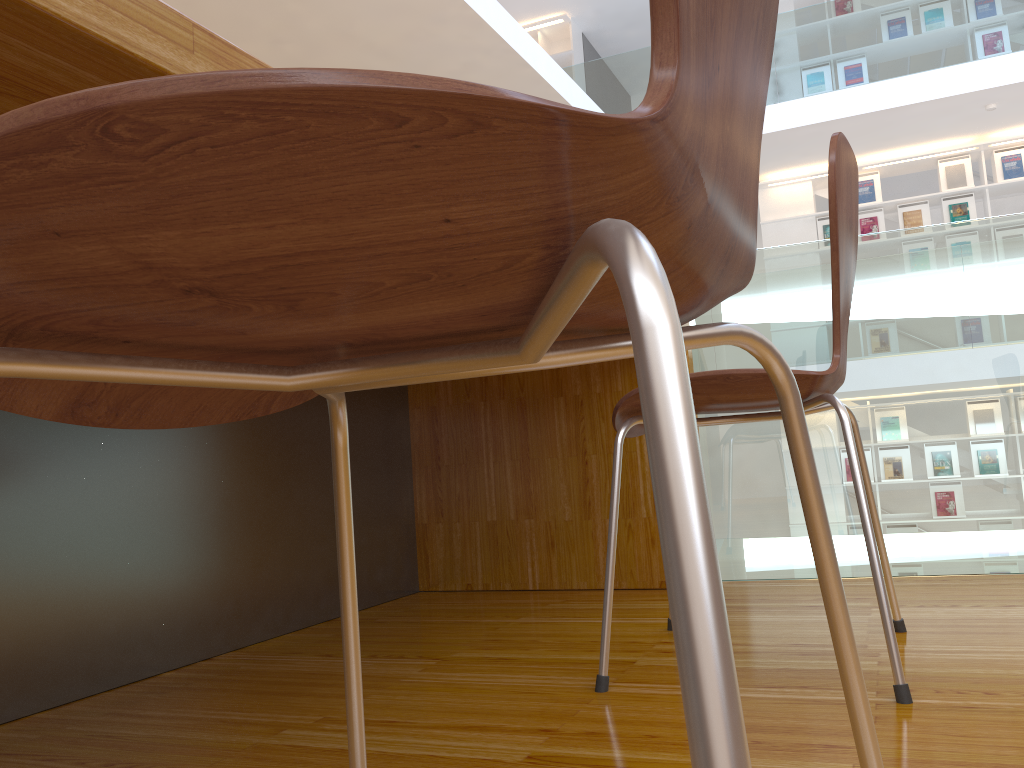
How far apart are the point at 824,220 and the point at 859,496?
7.4m

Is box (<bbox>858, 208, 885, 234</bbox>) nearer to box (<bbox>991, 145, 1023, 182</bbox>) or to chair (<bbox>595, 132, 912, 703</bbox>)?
box (<bbox>991, 145, 1023, 182</bbox>)

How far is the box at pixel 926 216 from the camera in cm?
753

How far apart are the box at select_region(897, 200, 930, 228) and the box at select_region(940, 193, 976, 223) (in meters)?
0.13

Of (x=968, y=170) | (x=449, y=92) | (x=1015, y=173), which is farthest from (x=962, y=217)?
(x=449, y=92)

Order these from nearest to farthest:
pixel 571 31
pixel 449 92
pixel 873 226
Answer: pixel 449 92 → pixel 873 226 → pixel 571 31

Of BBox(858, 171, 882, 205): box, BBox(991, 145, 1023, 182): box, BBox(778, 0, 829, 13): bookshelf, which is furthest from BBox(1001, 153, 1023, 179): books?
BBox(778, 0, 829, 13): bookshelf

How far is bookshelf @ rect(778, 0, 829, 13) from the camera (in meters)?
8.08

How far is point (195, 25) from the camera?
0.6m

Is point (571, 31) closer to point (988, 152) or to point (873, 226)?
point (873, 226)
